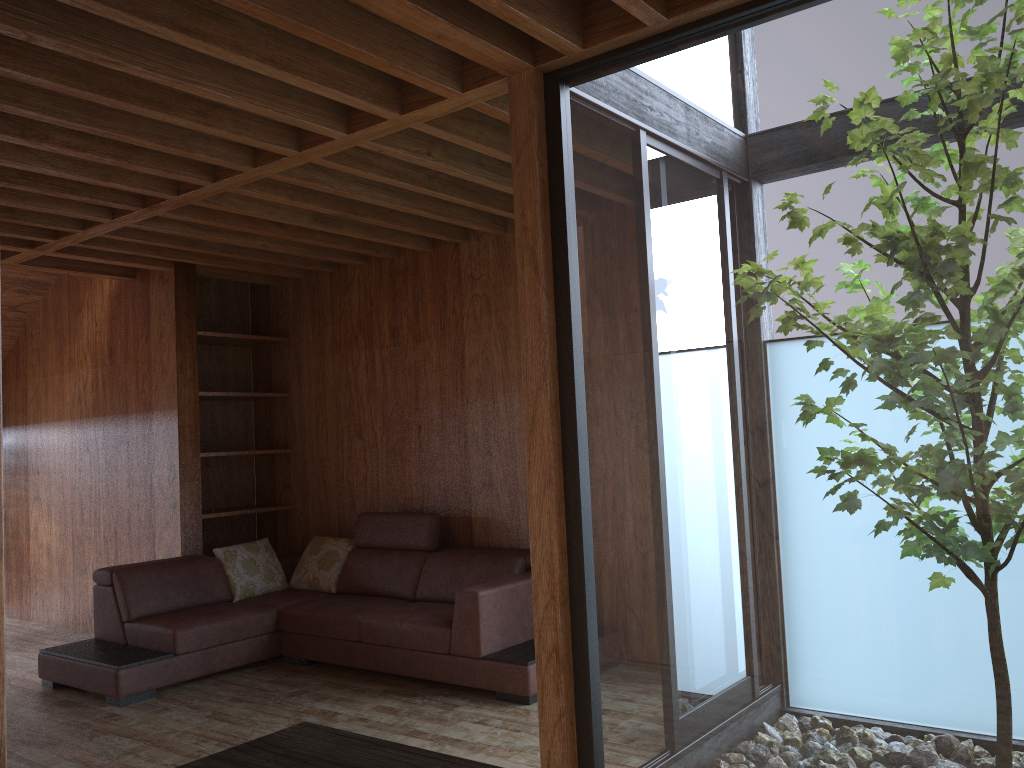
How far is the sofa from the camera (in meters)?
4.06

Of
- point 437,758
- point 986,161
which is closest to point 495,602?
point 986,161

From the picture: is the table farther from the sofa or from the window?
the sofa

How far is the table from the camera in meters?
1.2

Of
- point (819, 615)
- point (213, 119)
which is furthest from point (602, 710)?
point (213, 119)

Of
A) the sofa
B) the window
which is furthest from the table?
the sofa

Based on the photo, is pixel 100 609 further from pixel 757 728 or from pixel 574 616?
pixel 757 728

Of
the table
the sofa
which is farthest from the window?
the table

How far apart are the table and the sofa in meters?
2.6

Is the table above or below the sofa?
above
